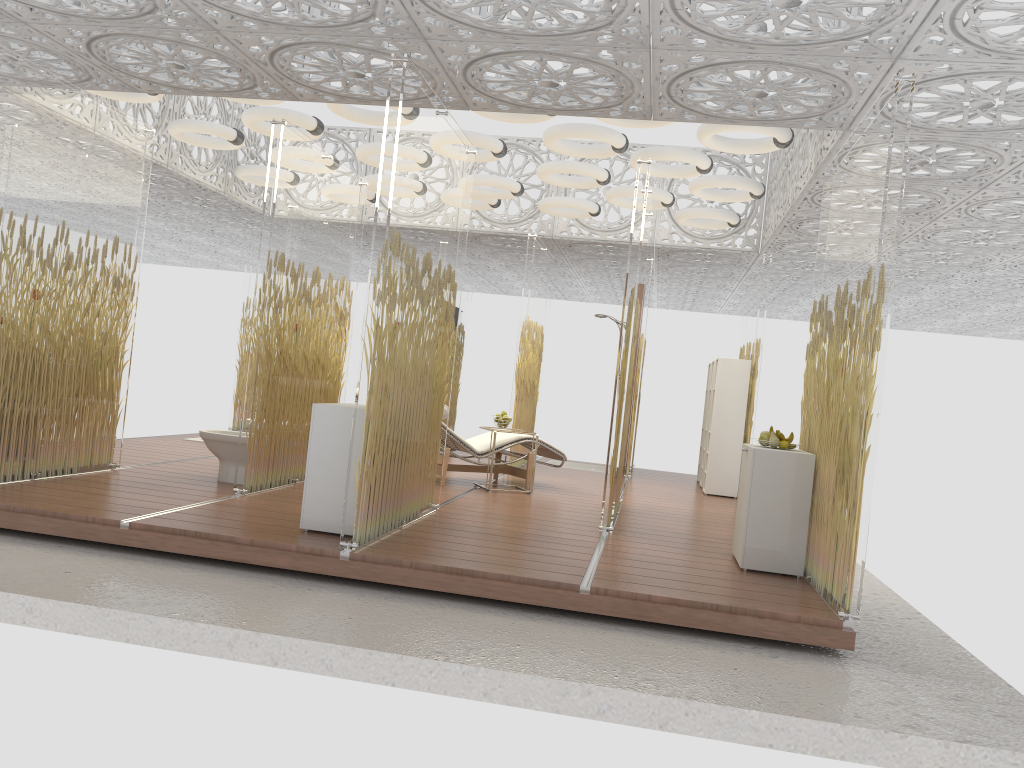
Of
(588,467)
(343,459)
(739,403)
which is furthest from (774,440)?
(588,467)

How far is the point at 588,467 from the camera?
11.69m

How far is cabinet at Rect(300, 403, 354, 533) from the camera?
5.0 meters

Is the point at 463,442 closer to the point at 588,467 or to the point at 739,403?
the point at 739,403

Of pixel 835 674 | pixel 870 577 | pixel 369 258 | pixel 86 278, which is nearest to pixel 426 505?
pixel 86 278

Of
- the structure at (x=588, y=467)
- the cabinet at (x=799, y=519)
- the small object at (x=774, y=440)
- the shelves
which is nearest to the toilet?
the cabinet at (x=799, y=519)

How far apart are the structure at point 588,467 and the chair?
2.9m

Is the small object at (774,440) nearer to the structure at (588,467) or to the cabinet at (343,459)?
the cabinet at (343,459)

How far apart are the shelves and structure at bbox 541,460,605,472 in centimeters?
242cm

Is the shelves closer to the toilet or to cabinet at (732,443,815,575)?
cabinet at (732,443,815,575)
